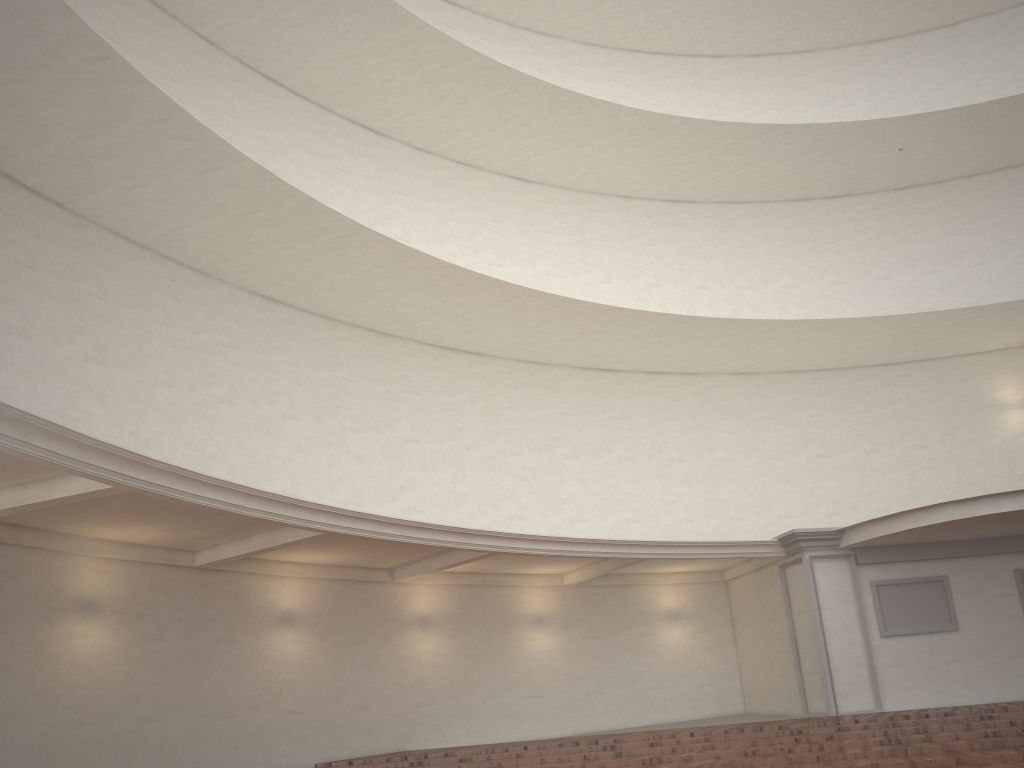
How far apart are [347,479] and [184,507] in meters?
4.9
